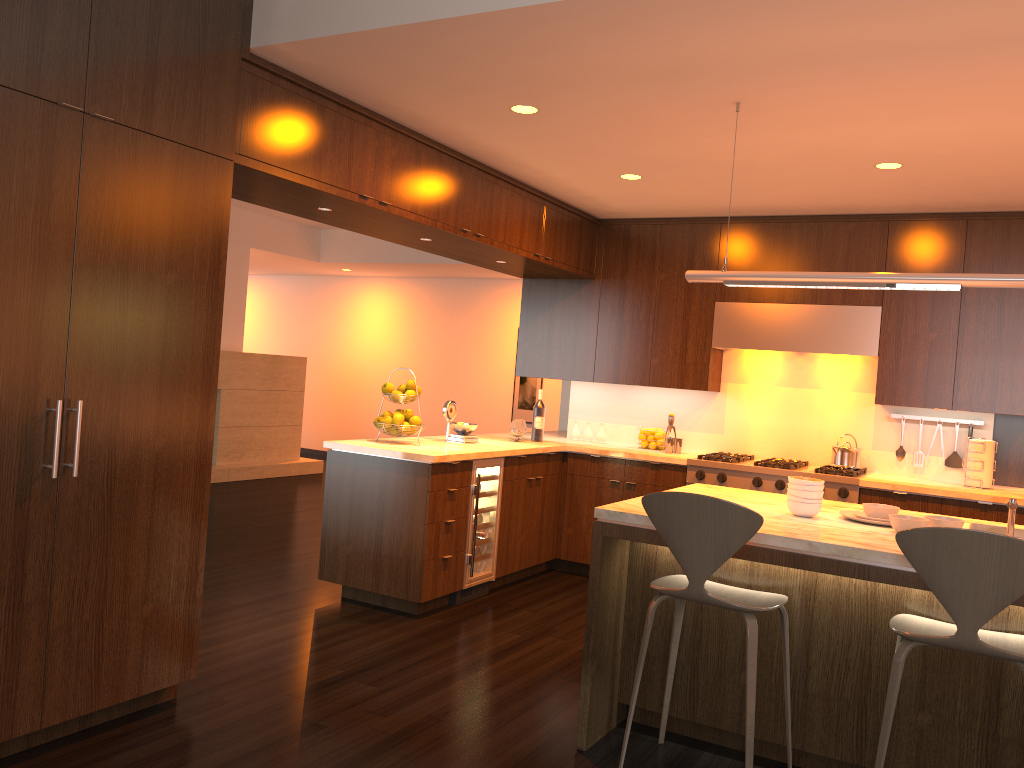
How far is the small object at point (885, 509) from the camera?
3.45m

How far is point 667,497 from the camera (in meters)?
2.95

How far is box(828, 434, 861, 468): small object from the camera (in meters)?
5.77

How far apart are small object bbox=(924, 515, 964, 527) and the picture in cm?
782

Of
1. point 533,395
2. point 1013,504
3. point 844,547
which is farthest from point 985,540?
point 533,395

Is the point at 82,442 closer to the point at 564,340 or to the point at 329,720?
the point at 329,720

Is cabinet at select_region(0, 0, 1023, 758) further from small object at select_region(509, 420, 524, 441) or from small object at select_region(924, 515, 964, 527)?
small object at select_region(924, 515, 964, 527)

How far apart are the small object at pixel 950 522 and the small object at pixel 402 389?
3.1m

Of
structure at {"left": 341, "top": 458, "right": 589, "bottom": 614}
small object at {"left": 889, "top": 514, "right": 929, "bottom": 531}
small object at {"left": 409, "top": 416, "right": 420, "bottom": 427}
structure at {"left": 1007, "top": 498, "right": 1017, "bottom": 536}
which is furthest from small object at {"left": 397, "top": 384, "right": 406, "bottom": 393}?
structure at {"left": 1007, "top": 498, "right": 1017, "bottom": 536}

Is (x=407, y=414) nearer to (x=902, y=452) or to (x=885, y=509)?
(x=885, y=509)
